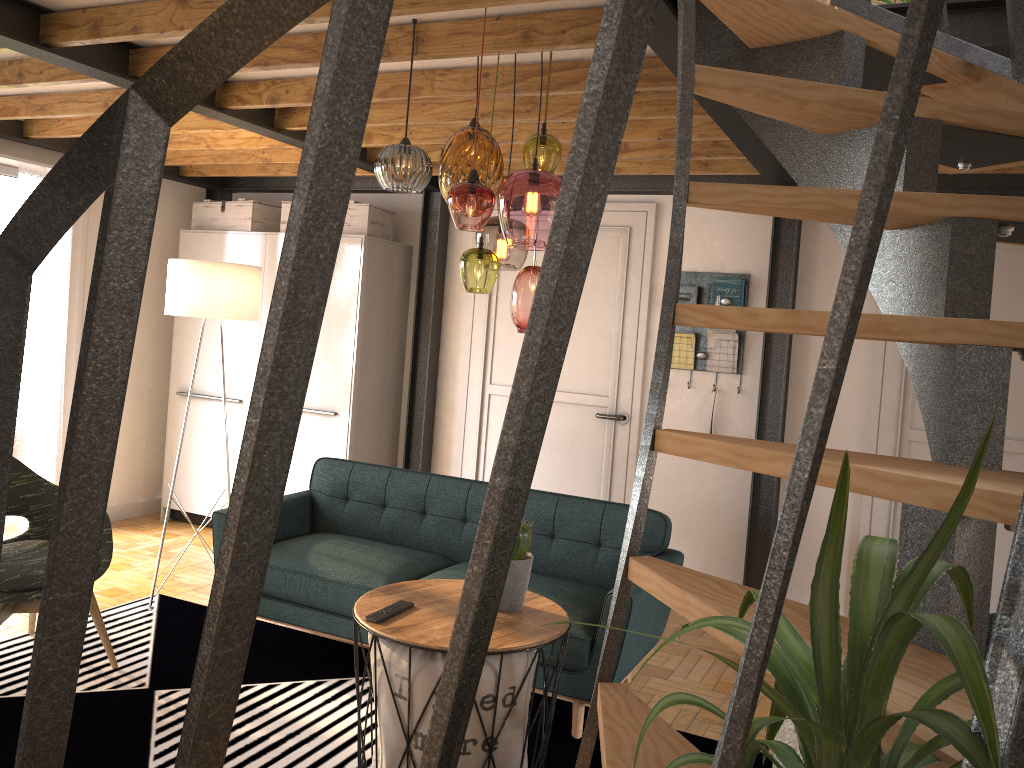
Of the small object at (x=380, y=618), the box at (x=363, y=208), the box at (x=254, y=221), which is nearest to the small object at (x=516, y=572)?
the small object at (x=380, y=618)

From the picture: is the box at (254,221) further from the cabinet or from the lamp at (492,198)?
the lamp at (492,198)

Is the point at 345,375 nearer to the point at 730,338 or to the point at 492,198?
the point at 730,338

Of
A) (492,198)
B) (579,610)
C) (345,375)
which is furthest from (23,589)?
(345,375)

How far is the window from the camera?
5.3m

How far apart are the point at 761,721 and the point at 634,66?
0.49m

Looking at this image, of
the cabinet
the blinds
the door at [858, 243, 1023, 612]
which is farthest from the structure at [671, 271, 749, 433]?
the blinds

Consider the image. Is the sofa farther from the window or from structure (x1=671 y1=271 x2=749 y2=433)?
the window

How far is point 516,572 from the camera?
2.8m

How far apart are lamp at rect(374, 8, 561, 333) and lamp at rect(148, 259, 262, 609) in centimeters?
168cm
